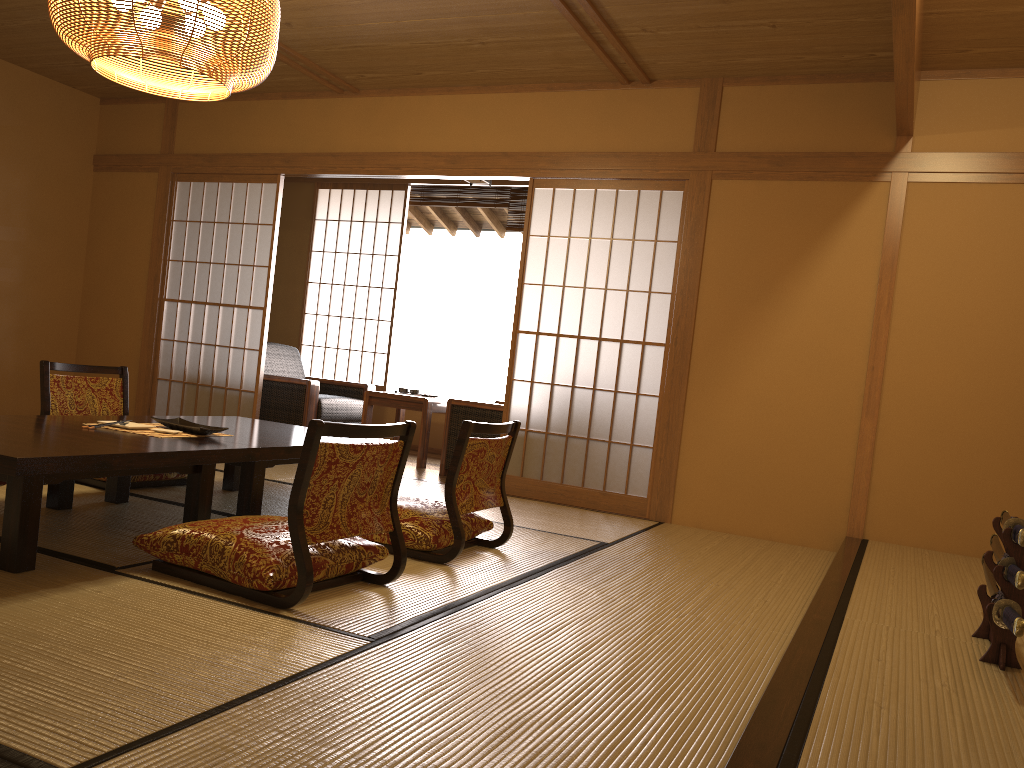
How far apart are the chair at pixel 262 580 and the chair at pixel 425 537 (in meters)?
0.33

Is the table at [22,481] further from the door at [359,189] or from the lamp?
the door at [359,189]

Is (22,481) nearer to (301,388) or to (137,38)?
(137,38)

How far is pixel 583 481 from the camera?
5.2 meters

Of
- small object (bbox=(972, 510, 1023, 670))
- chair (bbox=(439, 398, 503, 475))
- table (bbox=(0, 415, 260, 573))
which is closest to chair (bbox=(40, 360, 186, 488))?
table (bbox=(0, 415, 260, 573))

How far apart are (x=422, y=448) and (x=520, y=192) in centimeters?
242cm

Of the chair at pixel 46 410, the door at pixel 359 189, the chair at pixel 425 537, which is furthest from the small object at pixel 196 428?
the door at pixel 359 189

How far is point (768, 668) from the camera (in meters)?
2.45

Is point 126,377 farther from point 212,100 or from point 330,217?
point 330,217

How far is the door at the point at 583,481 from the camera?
5.2 meters
